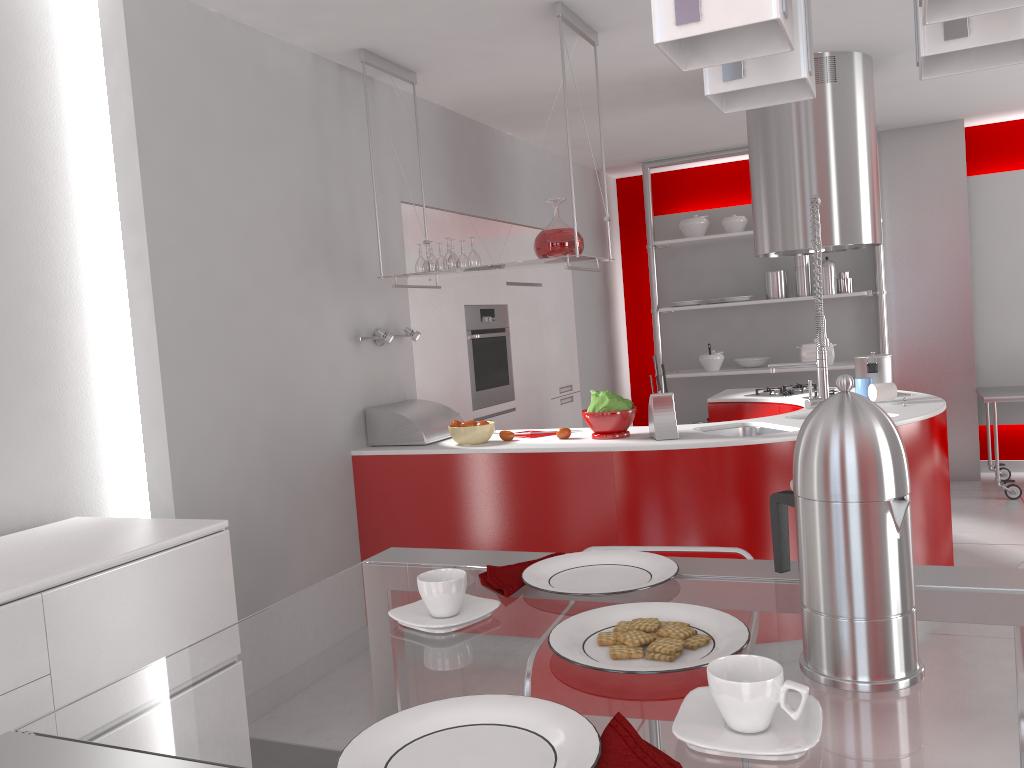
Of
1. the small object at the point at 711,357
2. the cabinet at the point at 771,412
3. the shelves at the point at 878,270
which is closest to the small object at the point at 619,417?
the cabinet at the point at 771,412

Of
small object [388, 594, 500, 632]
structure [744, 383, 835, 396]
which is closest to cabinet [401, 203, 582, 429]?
structure [744, 383, 835, 396]

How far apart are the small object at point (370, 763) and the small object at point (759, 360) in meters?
6.2 m

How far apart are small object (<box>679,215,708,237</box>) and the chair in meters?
5.2 m

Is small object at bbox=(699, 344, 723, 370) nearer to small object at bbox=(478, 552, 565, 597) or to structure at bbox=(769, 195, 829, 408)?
→ structure at bbox=(769, 195, 829, 408)

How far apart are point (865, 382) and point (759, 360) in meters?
2.6

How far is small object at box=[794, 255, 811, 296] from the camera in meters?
6.4

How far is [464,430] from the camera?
3.7m

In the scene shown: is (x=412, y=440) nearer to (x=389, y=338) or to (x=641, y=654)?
(x=389, y=338)

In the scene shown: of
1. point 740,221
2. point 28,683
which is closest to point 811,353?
point 740,221
